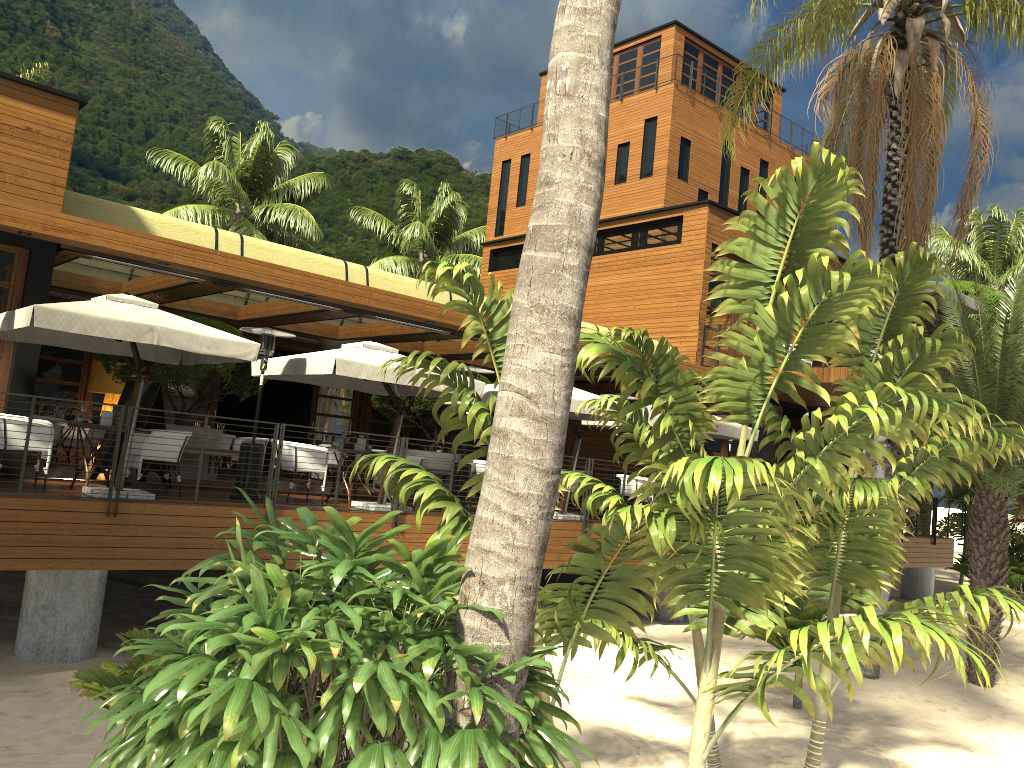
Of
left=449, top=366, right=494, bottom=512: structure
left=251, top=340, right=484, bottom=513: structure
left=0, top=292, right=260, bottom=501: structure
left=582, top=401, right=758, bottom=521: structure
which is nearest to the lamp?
left=251, top=340, right=484, bottom=513: structure

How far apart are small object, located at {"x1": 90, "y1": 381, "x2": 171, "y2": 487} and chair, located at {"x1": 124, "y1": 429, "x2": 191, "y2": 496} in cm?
84

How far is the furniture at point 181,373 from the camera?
13.7 meters

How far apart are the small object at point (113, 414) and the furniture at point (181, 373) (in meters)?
3.46

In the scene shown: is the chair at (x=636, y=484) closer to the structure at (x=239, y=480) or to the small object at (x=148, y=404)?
the structure at (x=239, y=480)

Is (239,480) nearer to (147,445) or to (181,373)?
(147,445)

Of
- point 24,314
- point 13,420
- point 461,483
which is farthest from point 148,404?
point 461,483

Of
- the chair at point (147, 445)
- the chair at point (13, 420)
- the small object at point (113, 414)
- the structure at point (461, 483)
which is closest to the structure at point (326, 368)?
the structure at point (461, 483)

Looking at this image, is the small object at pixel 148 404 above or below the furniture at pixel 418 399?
below

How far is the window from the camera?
11.0 meters
